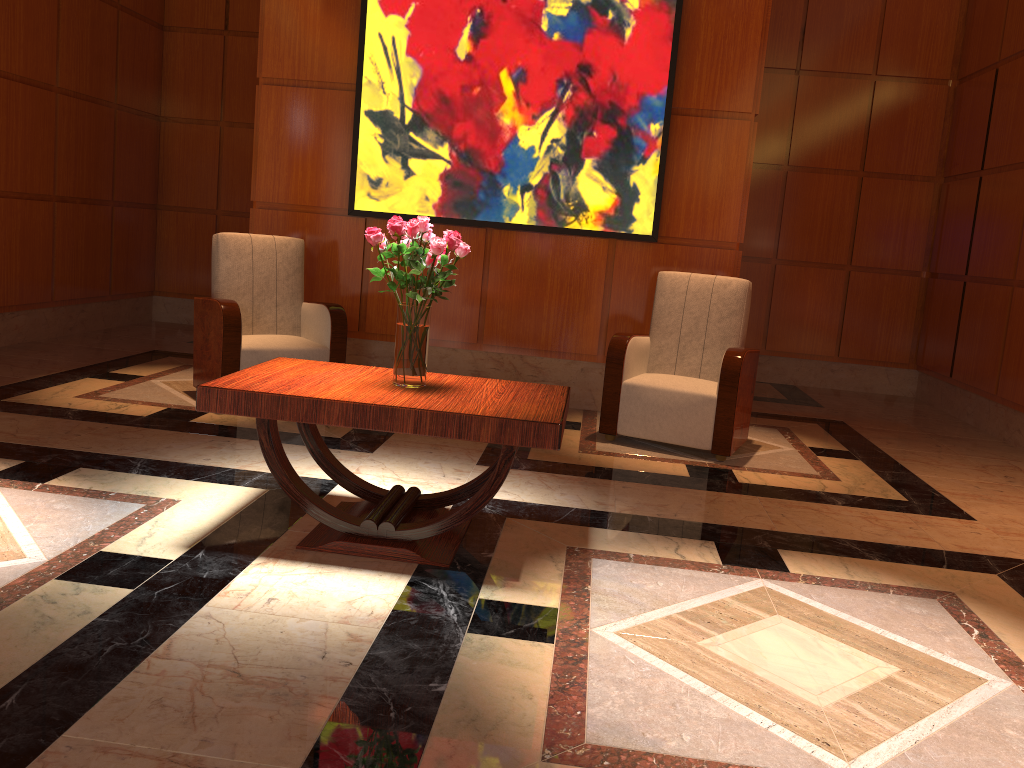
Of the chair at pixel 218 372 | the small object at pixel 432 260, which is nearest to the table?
the small object at pixel 432 260

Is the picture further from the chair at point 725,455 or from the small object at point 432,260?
the small object at point 432,260

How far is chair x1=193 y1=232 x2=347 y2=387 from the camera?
4.85m

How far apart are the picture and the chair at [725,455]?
0.4 meters

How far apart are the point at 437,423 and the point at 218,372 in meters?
2.5

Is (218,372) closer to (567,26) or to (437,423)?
(437,423)

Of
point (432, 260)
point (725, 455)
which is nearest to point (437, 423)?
point (432, 260)

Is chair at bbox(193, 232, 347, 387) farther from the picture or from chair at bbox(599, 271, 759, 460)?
chair at bbox(599, 271, 759, 460)

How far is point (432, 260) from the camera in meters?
2.9 m

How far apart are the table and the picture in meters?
2.4
